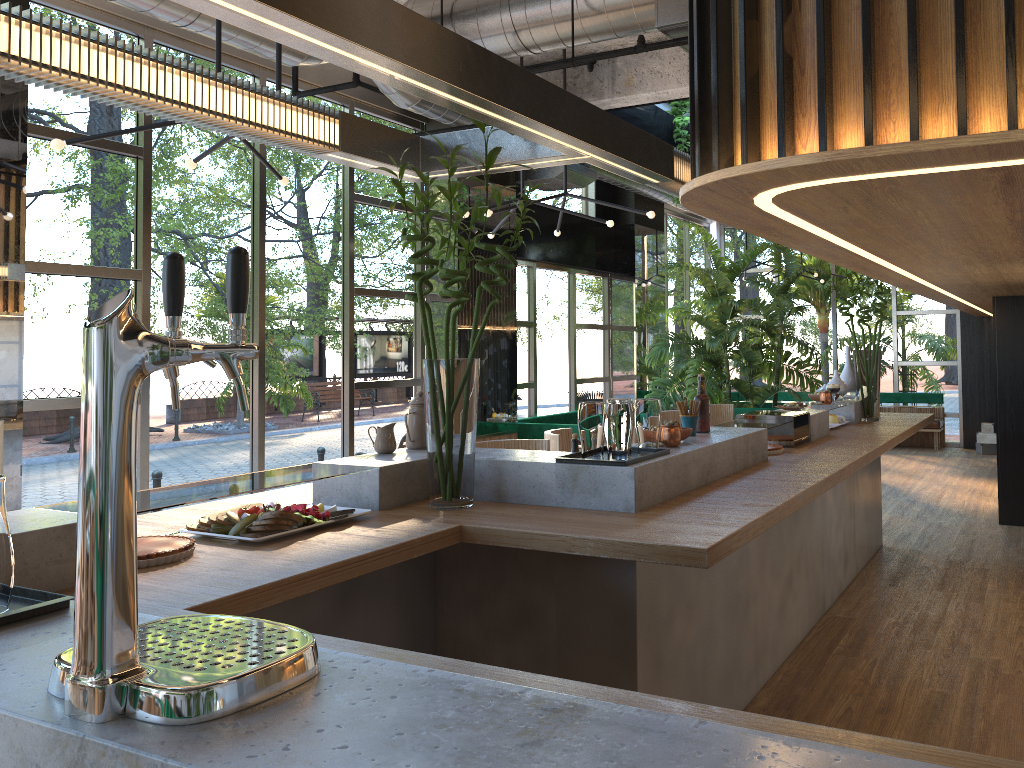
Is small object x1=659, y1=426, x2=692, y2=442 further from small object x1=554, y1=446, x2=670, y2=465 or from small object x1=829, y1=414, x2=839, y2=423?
small object x1=829, y1=414, x2=839, y2=423

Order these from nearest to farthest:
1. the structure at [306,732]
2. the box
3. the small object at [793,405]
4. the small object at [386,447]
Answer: the structure at [306,732], the small object at [386,447], the small object at [793,405], the box

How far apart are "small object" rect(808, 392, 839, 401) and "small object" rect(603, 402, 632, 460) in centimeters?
357cm

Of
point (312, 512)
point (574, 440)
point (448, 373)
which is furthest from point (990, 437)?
point (312, 512)

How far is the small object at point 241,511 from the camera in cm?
271

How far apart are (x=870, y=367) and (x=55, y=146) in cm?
518

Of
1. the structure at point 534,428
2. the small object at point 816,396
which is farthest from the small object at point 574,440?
the structure at point 534,428

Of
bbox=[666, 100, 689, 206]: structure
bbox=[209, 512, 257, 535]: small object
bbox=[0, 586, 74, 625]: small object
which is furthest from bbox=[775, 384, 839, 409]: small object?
bbox=[666, 100, 689, 206]: structure

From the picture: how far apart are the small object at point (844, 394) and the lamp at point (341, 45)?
3.0 meters

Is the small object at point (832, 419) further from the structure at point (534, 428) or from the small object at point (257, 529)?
the small object at point (257, 529)
